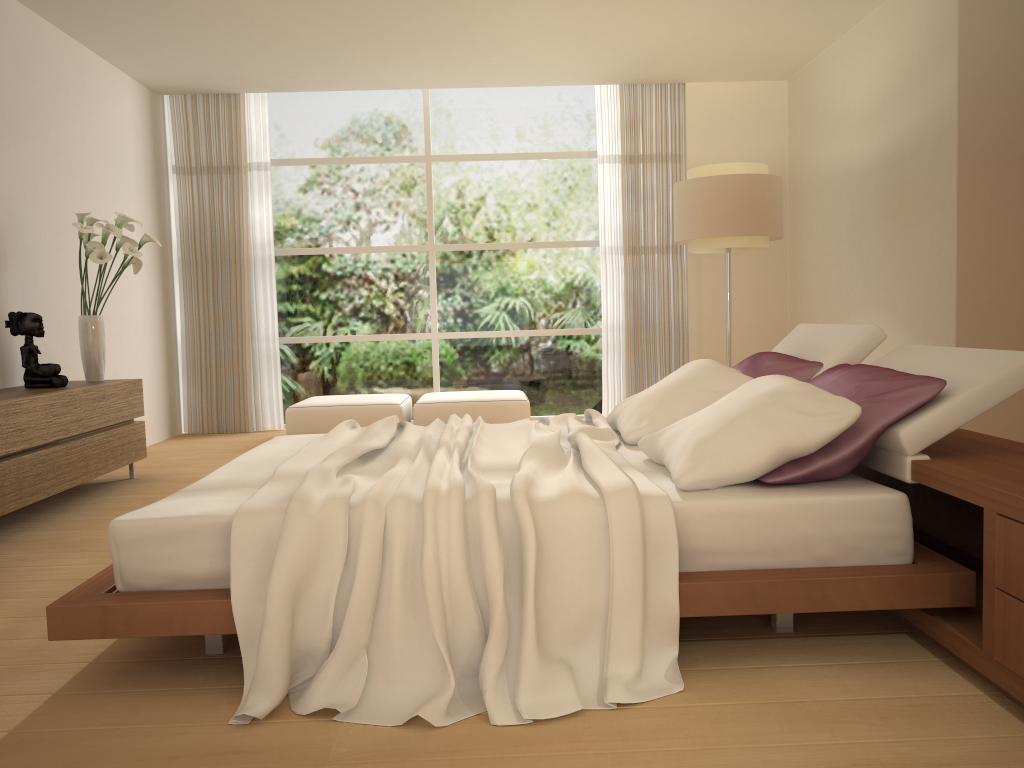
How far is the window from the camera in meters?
8.4 m

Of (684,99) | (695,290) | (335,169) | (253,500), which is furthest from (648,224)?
(253,500)

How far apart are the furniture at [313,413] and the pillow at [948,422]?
3.66m

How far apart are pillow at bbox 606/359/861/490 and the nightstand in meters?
0.2

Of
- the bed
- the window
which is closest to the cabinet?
the bed

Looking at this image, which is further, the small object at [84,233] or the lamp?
the lamp

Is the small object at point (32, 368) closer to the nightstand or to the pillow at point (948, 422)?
the pillow at point (948, 422)

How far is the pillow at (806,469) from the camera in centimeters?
264cm

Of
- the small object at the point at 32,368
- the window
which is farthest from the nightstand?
the window

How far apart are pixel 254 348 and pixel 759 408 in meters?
6.4 m
